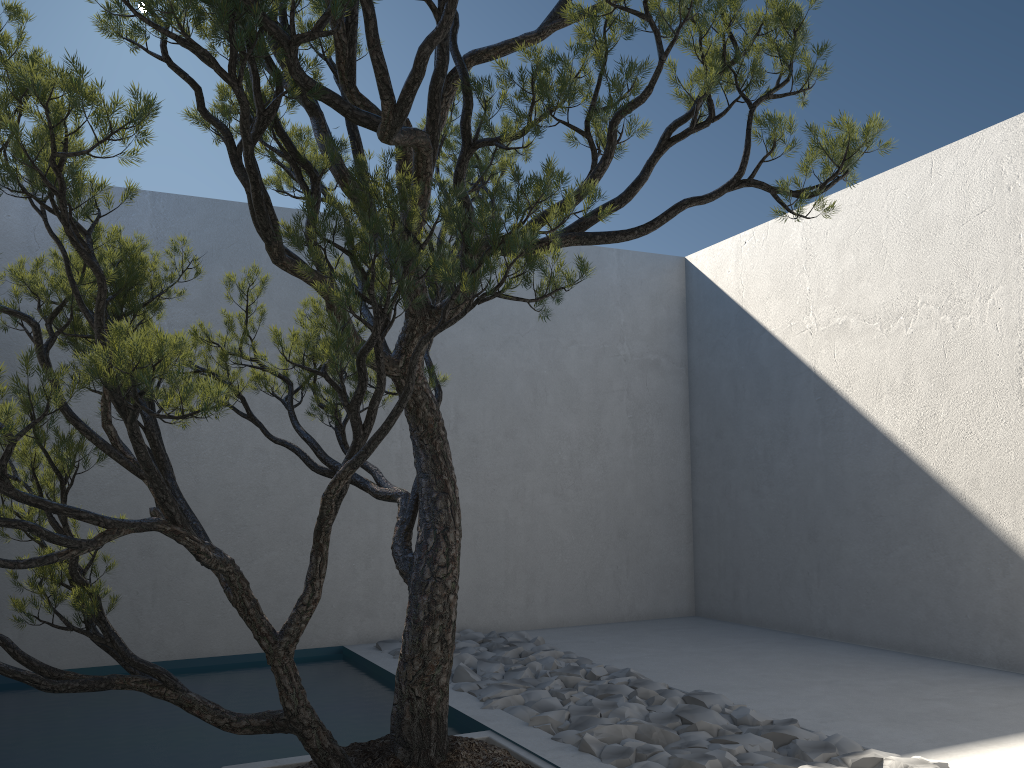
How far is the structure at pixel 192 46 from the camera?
1.89m

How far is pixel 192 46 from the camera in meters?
1.9 m

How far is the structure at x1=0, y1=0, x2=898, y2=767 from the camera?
1.9 meters
